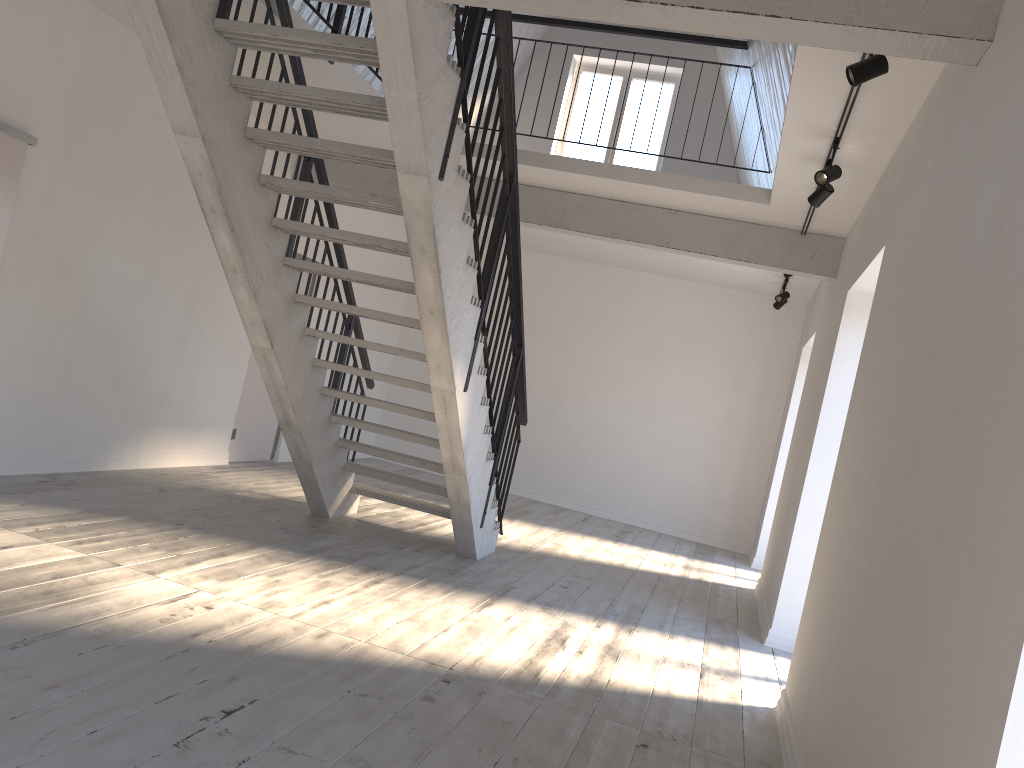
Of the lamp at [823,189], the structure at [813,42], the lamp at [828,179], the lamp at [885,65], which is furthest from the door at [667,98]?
the lamp at [885,65]

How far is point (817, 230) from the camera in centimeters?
688cm

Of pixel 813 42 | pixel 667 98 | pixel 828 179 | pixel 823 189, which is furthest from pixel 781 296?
pixel 813 42

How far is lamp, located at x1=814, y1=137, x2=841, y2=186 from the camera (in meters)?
4.77

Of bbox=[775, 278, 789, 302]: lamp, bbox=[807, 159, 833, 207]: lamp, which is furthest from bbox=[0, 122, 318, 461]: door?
bbox=[775, 278, 789, 302]: lamp

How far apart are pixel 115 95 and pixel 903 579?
5.57m

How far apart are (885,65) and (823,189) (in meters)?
1.77

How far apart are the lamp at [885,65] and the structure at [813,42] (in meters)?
0.38

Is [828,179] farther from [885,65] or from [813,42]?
[813,42]

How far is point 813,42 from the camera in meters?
3.1 m
